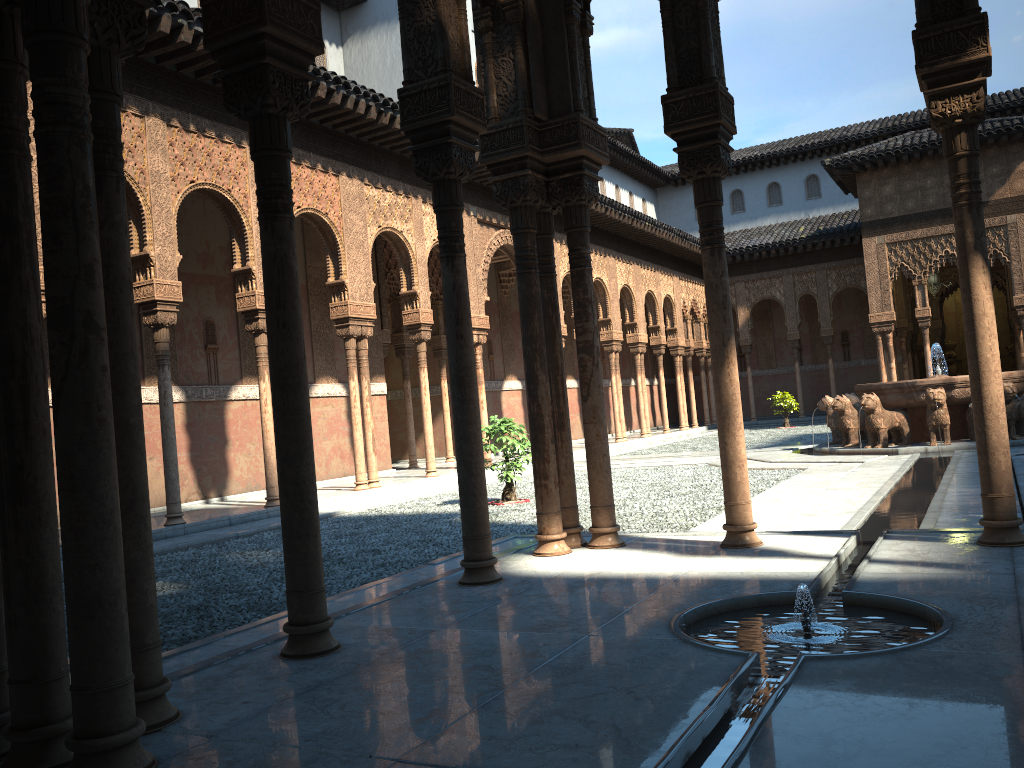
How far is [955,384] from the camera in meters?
15.1

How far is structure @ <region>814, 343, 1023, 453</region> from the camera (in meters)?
15.10

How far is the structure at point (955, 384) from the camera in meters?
15.1 m
